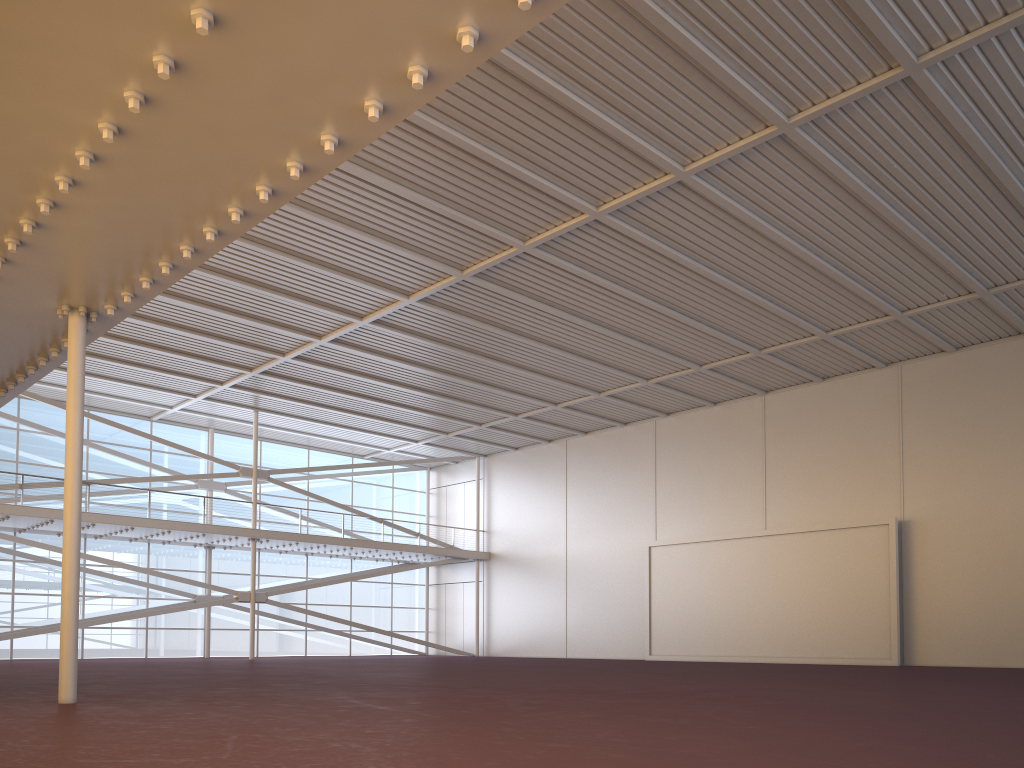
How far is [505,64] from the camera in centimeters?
1528cm
